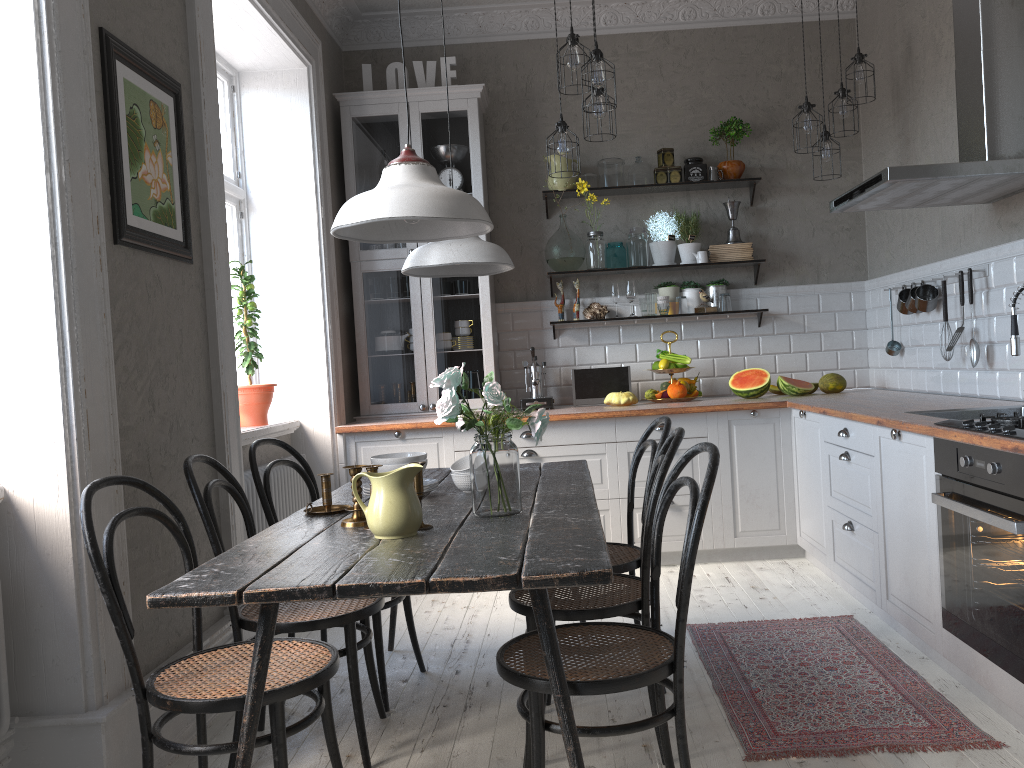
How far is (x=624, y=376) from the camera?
5.2 meters

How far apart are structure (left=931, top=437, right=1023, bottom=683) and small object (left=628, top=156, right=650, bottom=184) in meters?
3.0 m

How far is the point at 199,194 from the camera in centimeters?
321cm

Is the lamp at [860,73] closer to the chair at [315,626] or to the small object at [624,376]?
the small object at [624,376]

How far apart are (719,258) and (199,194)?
3.2m

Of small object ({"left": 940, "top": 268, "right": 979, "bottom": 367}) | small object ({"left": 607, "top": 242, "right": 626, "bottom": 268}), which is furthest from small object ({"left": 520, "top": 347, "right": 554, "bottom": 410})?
small object ({"left": 940, "top": 268, "right": 979, "bottom": 367})

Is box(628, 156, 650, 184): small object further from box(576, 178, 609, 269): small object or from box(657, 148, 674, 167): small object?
box(576, 178, 609, 269): small object

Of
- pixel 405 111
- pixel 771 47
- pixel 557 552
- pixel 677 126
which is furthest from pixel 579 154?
pixel 557 552

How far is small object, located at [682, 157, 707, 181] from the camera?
5.32m

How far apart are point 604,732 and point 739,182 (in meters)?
4.08
